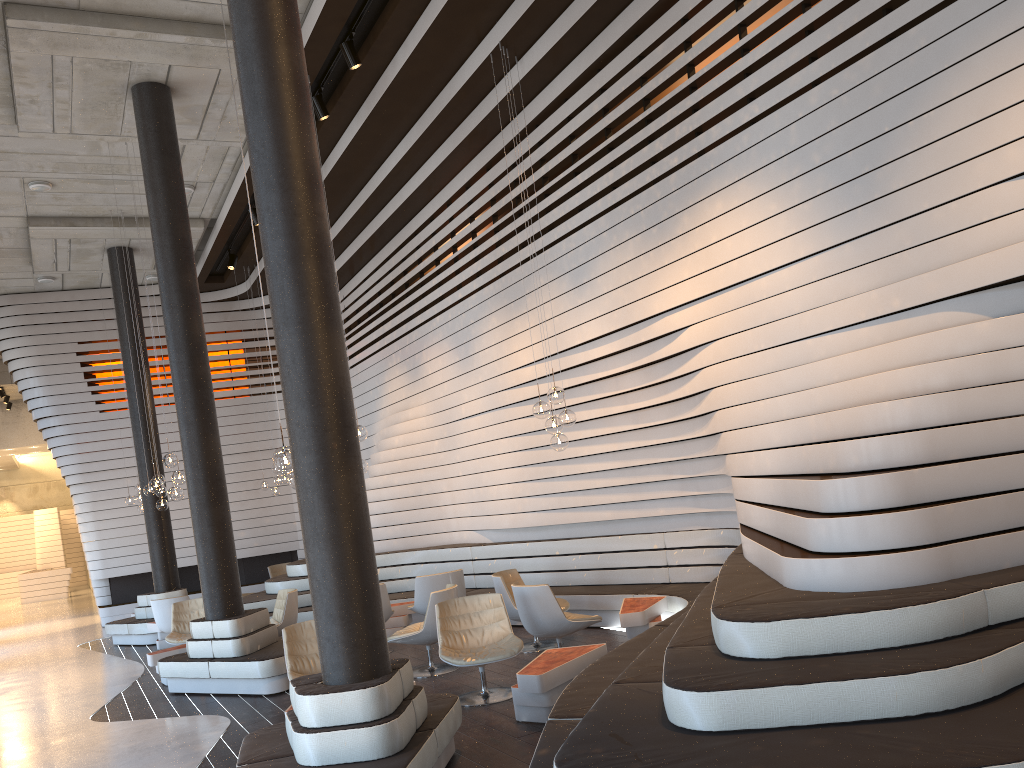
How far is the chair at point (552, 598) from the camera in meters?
7.2

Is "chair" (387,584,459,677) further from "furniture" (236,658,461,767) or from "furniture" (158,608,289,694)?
"furniture" (236,658,461,767)

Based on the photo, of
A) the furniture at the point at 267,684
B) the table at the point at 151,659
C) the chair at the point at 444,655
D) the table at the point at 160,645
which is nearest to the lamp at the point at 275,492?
the table at the point at 160,645

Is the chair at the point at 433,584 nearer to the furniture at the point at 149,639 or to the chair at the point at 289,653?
the chair at the point at 289,653

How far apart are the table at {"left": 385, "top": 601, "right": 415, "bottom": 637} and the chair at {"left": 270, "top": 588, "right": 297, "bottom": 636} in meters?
1.1 m

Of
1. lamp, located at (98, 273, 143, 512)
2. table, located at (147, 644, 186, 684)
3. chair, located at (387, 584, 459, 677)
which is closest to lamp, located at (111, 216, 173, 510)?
lamp, located at (98, 273, 143, 512)

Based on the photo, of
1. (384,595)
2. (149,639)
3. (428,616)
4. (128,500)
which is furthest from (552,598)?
(128,500)

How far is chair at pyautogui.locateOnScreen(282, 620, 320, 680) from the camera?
6.7 meters

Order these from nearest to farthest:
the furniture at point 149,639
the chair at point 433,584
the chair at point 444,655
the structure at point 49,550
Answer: the chair at point 444,655, the chair at point 433,584, the furniture at point 149,639, the structure at point 49,550

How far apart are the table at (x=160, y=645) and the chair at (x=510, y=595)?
5.9 meters
